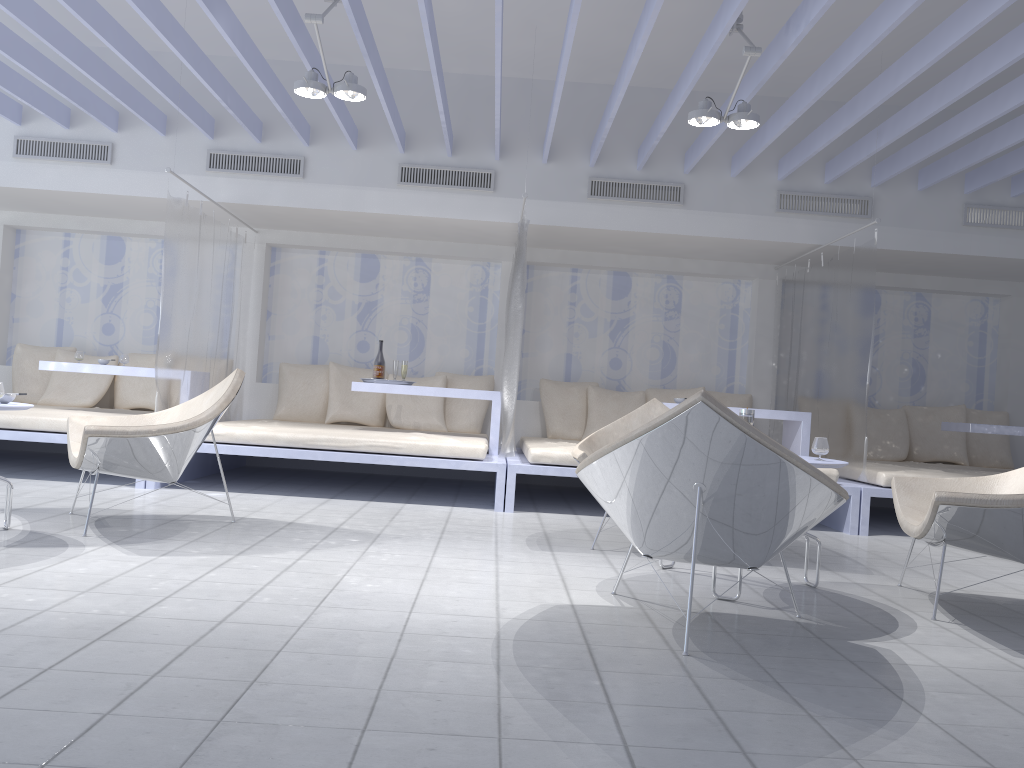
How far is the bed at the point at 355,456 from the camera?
5.47m

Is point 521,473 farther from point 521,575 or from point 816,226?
point 816,226

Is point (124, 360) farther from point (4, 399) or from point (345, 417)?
point (4, 399)

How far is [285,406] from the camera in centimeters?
730cm

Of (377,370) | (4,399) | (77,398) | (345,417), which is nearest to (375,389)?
(377,370)

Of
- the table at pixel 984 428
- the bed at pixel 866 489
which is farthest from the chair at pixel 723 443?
the table at pixel 984 428

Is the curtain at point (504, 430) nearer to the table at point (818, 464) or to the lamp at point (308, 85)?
the lamp at point (308, 85)

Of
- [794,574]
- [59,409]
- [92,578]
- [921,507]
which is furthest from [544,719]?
[59,409]

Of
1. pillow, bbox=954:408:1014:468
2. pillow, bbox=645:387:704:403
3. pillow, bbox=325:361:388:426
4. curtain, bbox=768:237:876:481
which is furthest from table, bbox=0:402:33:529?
pillow, bbox=954:408:1014:468

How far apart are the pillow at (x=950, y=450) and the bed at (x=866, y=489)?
0.4m
